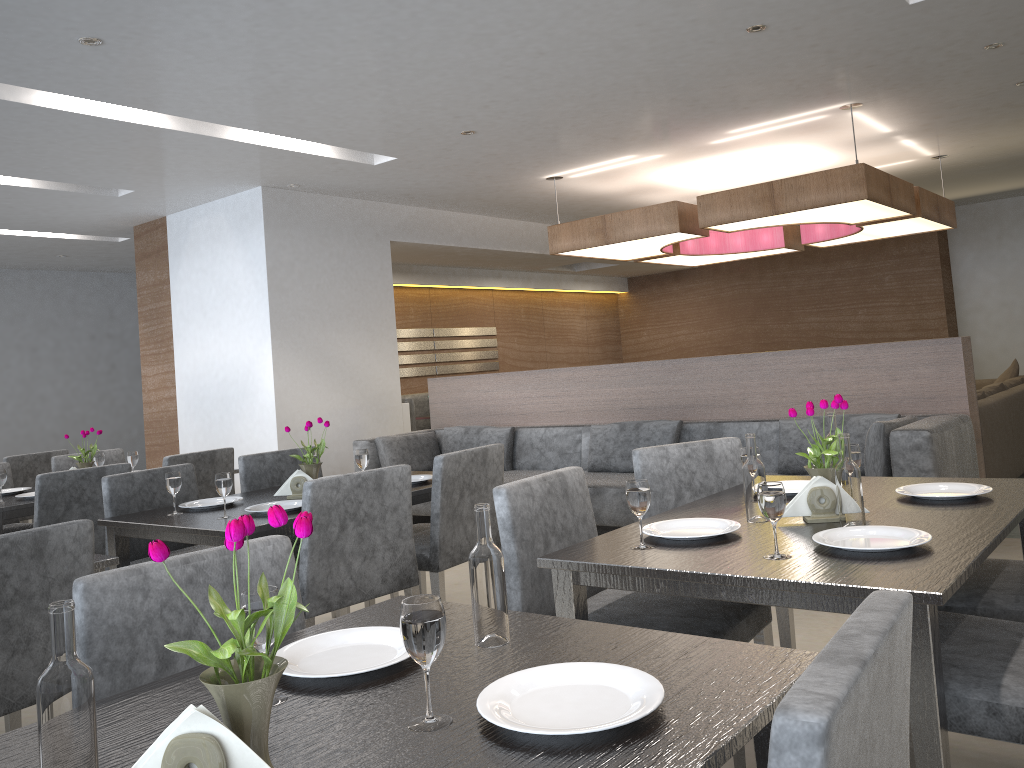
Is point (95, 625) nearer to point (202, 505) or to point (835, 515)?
point (835, 515)

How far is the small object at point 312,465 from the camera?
3.19m

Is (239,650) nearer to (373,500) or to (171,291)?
(373,500)

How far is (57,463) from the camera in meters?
4.7

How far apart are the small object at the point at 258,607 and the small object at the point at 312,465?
2.0 meters

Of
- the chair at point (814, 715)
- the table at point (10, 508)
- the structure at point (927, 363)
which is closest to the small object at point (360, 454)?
the table at point (10, 508)

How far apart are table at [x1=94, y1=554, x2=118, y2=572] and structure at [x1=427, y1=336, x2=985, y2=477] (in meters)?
3.84

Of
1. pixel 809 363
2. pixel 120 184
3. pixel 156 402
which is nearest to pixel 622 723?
pixel 809 363

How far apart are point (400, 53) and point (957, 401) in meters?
3.2 m

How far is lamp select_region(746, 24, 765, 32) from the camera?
3.97m
